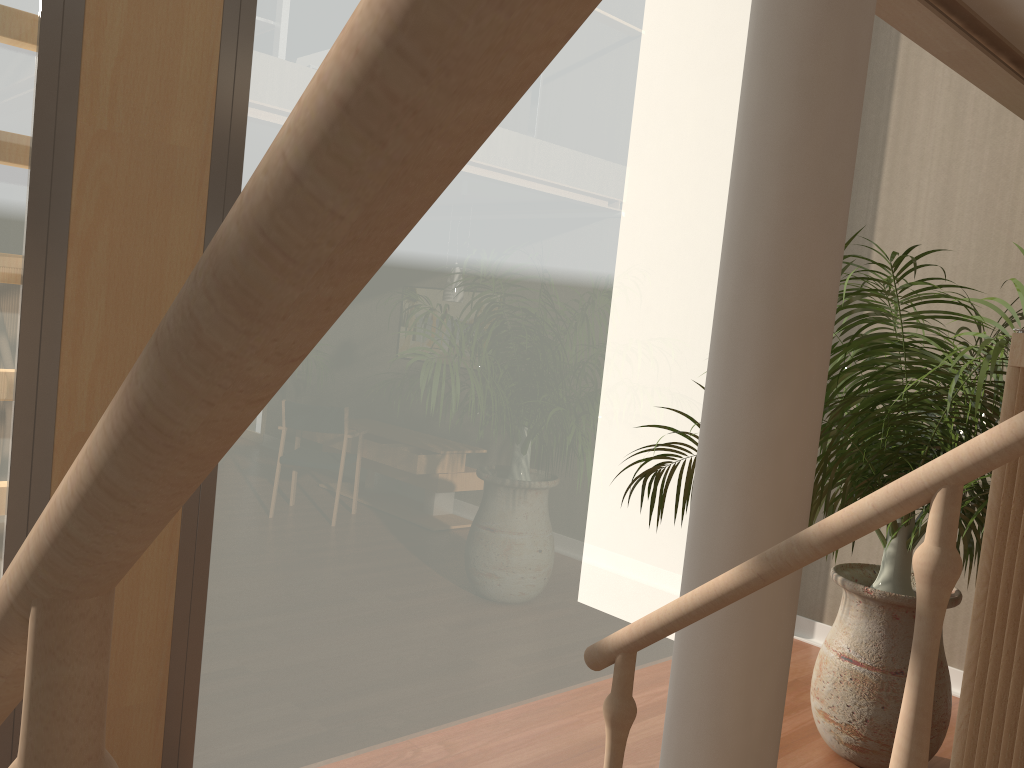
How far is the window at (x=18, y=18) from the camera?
2.16m

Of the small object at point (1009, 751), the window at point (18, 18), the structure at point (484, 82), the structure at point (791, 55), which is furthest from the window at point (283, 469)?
the small object at point (1009, 751)

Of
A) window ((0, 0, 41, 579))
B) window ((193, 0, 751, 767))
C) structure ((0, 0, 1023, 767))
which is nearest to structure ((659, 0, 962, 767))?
structure ((0, 0, 1023, 767))

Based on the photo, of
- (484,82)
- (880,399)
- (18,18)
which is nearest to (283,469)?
(18,18)

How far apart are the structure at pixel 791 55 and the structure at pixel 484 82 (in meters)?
0.24

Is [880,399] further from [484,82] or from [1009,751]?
[484,82]

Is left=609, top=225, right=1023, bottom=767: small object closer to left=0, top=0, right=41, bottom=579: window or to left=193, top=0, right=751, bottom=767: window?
left=193, top=0, right=751, bottom=767: window

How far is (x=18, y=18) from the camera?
2.16m

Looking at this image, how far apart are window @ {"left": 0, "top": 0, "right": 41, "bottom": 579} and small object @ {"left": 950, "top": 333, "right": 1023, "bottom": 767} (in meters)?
2.19

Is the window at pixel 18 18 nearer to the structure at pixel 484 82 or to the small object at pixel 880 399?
the structure at pixel 484 82
